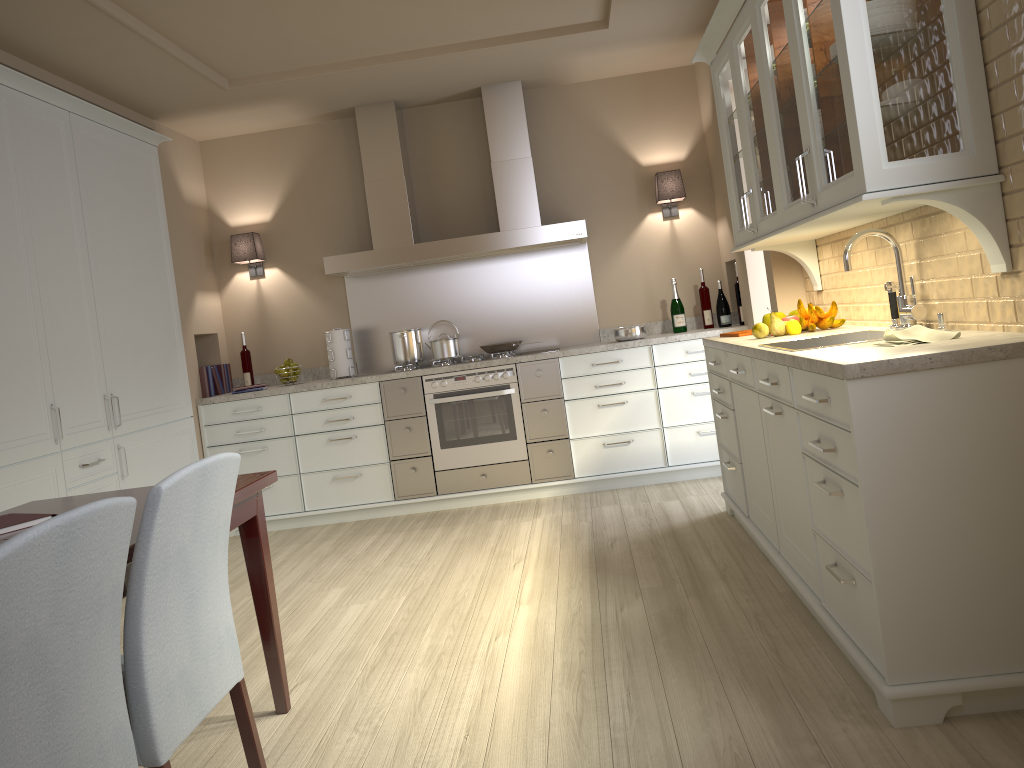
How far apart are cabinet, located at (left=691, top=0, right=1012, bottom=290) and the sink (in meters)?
0.38

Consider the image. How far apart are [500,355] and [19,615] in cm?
404

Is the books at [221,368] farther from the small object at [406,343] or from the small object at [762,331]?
the small object at [762,331]

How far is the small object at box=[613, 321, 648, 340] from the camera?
5.1m

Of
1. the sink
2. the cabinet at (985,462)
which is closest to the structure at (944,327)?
the sink

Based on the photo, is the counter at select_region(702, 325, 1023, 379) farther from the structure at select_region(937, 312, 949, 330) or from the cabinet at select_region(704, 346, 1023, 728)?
the structure at select_region(937, 312, 949, 330)

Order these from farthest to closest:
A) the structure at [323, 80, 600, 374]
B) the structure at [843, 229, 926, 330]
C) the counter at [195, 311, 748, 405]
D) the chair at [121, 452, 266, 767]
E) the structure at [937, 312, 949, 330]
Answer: the structure at [323, 80, 600, 374] → the counter at [195, 311, 748, 405] → the structure at [843, 229, 926, 330] → the structure at [937, 312, 949, 330] → the chair at [121, 452, 266, 767]

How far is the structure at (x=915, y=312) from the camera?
2.7m

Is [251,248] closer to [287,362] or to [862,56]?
[287,362]

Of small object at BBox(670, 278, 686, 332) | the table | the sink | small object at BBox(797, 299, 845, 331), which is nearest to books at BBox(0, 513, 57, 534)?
the table
